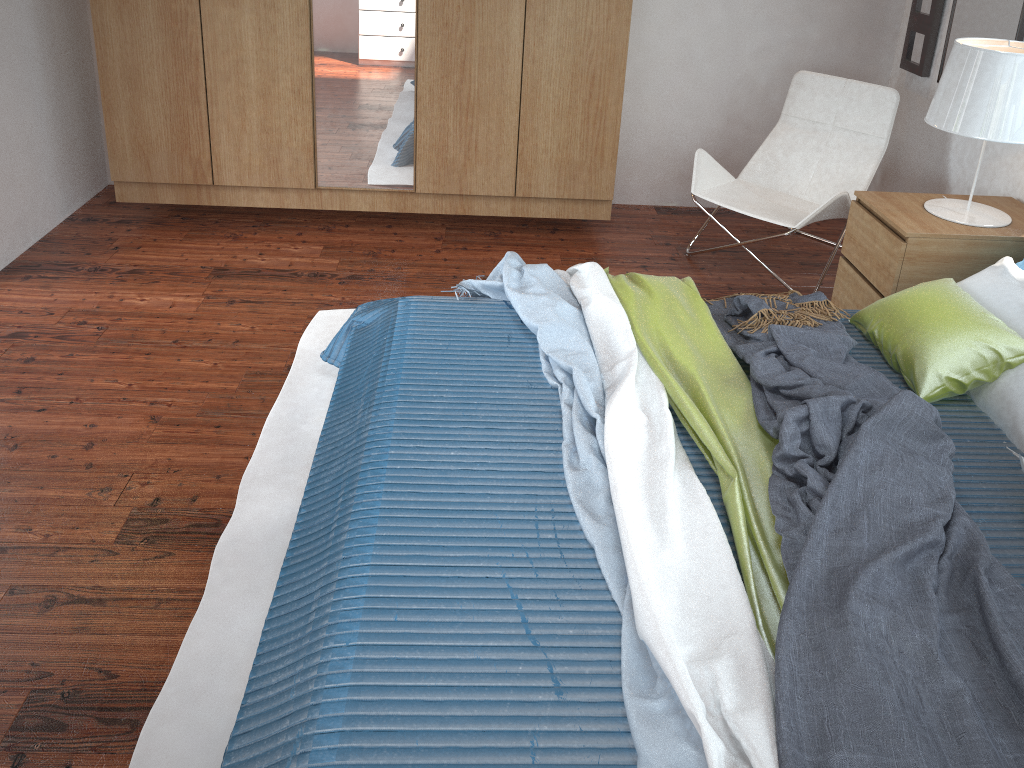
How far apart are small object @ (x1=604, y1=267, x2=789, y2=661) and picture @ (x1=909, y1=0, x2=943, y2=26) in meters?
2.0 m

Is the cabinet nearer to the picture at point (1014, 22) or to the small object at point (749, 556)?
the small object at point (749, 556)

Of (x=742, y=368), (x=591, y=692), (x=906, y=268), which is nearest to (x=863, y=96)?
(x=906, y=268)

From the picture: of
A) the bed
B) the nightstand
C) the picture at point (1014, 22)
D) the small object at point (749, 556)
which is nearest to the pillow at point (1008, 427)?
the bed

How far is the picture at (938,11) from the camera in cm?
369

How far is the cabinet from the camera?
3.4m

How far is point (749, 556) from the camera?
1.70m

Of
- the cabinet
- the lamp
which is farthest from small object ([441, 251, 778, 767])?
the lamp

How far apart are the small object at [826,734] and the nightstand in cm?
39

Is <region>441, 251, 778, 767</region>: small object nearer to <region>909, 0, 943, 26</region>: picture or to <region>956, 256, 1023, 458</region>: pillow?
<region>956, 256, 1023, 458</region>: pillow
